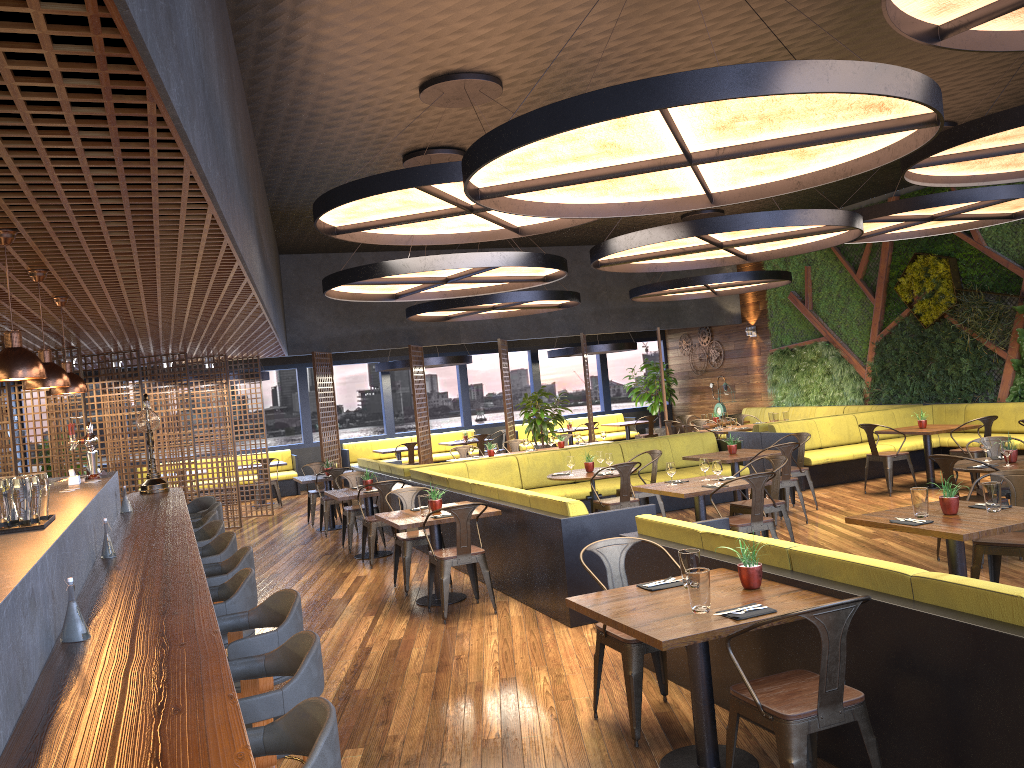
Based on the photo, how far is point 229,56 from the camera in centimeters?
572cm

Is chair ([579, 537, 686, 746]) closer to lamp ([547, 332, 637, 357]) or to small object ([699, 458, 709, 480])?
small object ([699, 458, 709, 480])

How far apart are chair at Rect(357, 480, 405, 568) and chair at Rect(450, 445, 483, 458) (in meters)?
4.49

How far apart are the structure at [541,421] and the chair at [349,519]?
5.2m

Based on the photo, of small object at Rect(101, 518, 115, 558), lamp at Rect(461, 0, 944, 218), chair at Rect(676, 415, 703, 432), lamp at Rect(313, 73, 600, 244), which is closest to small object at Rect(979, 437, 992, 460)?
lamp at Rect(461, 0, 944, 218)

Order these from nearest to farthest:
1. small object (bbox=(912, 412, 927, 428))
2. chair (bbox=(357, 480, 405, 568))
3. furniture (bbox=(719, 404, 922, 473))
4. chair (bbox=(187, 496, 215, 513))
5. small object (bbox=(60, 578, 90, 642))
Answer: small object (bbox=(60, 578, 90, 642)) → chair (bbox=(187, 496, 215, 513)) → chair (bbox=(357, 480, 405, 568)) → small object (bbox=(912, 412, 927, 428)) → furniture (bbox=(719, 404, 922, 473))

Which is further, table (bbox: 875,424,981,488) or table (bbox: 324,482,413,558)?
table (bbox: 875,424,981,488)

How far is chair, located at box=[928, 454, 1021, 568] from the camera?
7.21m

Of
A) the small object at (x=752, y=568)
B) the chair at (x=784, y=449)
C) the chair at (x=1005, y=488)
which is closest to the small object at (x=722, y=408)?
the chair at (x=784, y=449)

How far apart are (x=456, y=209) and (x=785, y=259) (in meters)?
11.53
